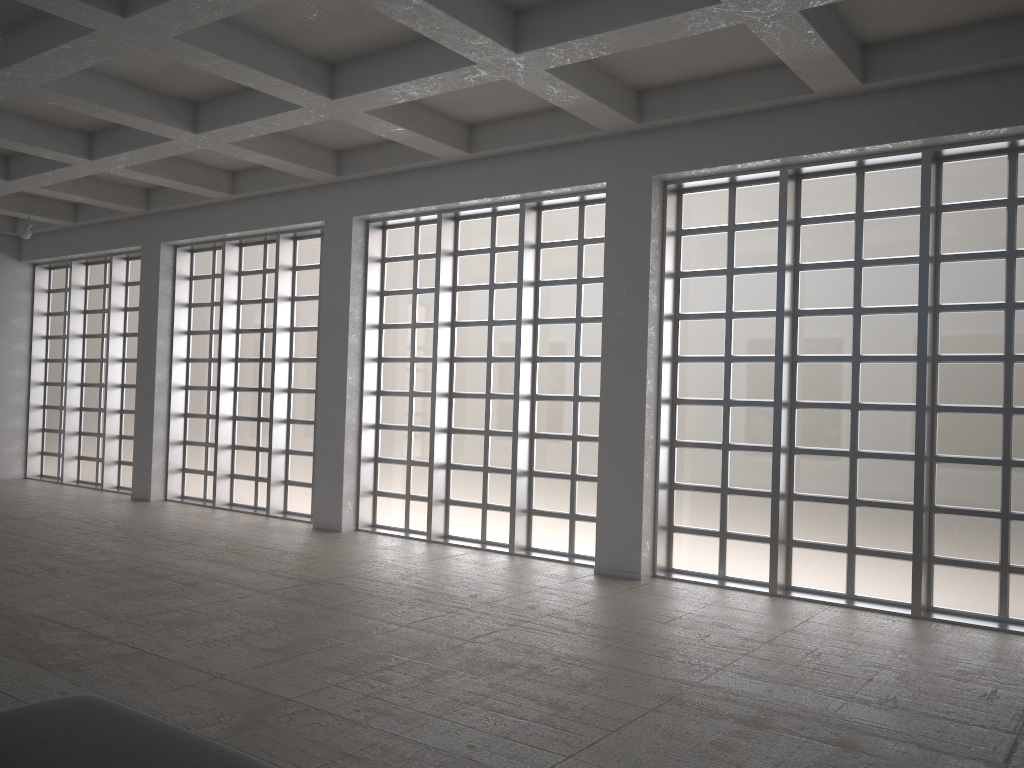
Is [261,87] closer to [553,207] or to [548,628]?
[553,207]
